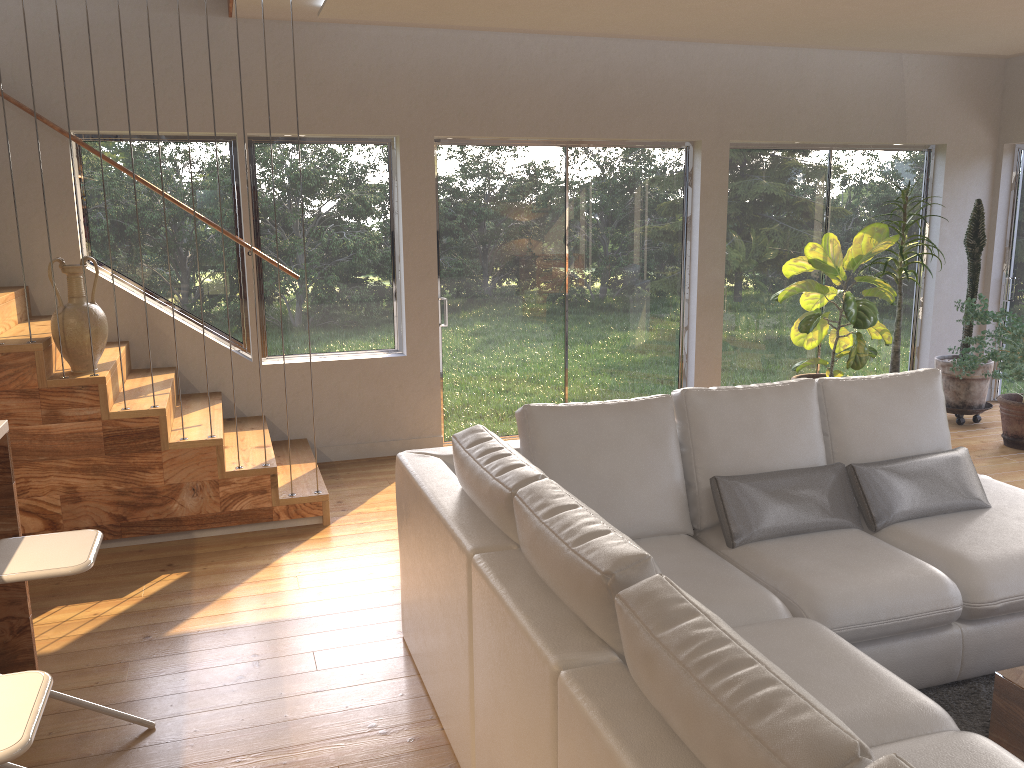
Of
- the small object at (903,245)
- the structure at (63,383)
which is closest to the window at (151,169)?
the structure at (63,383)

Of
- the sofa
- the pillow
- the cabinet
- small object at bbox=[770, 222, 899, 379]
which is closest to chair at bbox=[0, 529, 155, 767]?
the cabinet

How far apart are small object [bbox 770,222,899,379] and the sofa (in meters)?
2.04

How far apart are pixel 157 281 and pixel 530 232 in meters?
2.5

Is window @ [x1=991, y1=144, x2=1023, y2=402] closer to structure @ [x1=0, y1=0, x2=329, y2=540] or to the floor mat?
the floor mat

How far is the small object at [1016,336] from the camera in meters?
5.8

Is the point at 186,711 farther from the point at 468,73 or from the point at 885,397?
the point at 468,73

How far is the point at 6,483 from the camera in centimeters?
307cm

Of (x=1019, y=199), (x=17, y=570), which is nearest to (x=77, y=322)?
(x=17, y=570)

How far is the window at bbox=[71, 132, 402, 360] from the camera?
5.46m
